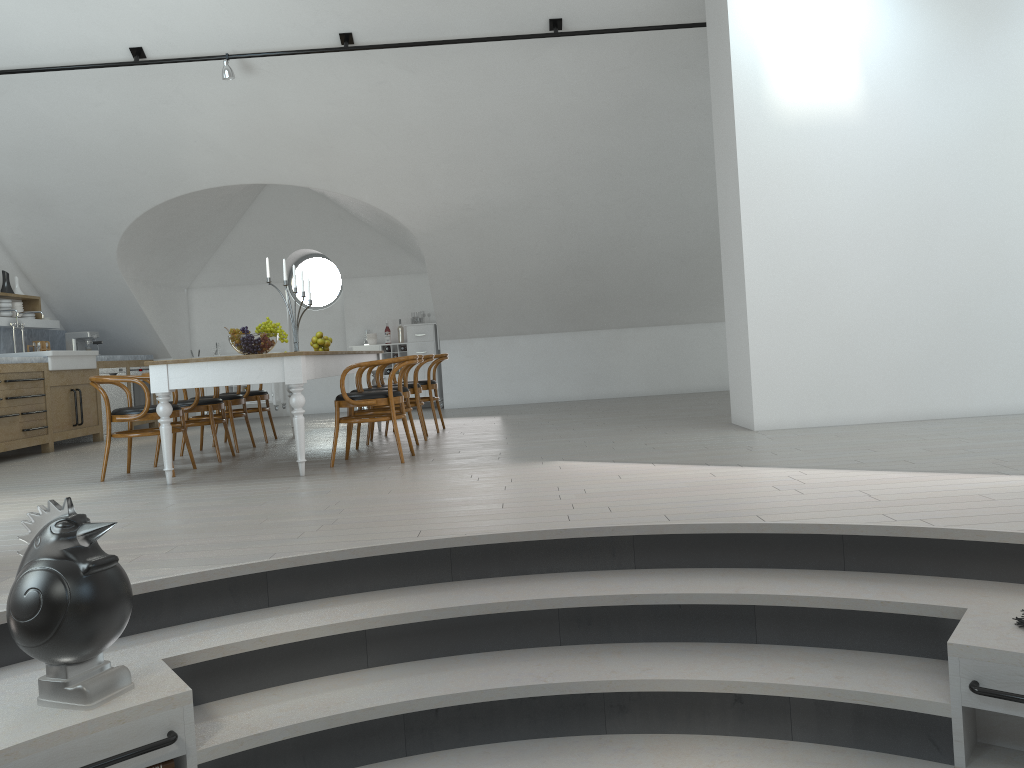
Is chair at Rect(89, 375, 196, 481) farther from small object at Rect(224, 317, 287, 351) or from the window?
the window

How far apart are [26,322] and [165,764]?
8.8m

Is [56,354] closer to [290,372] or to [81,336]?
[81,336]

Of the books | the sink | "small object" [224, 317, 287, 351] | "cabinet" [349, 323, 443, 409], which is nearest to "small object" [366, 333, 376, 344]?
"cabinet" [349, 323, 443, 409]

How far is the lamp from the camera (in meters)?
7.77

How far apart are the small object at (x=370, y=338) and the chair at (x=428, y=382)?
3.68m

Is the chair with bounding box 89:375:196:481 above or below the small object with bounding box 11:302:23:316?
below

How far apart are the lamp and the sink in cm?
340

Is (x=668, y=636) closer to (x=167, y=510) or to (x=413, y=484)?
(x=413, y=484)

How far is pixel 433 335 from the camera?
11.9m
